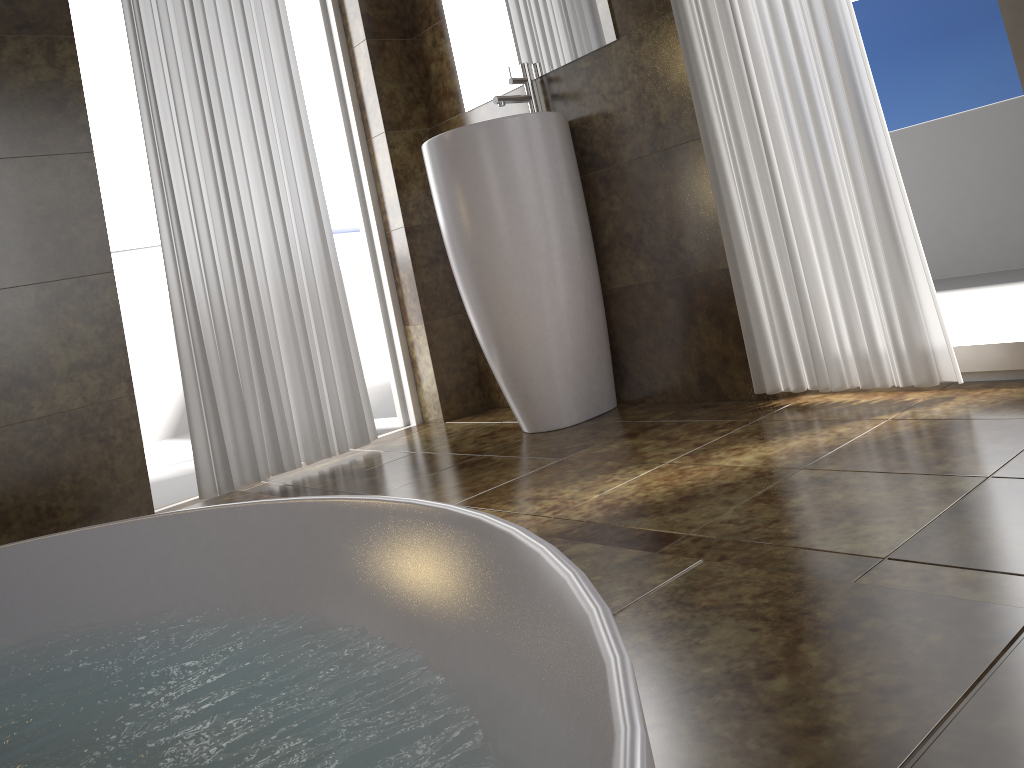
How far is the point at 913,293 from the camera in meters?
1.9 m

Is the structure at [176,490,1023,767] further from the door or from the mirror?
the mirror

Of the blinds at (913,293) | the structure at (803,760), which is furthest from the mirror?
the structure at (803,760)

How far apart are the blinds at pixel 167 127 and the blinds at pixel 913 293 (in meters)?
1.27

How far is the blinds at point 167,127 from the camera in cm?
256

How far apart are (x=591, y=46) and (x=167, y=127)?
1.27m

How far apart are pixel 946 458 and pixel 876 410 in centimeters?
44cm

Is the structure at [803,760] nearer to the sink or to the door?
the sink

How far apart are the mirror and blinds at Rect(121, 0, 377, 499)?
0.54m

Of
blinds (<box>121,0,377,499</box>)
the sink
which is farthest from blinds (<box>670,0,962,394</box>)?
blinds (<box>121,0,377,499</box>)
